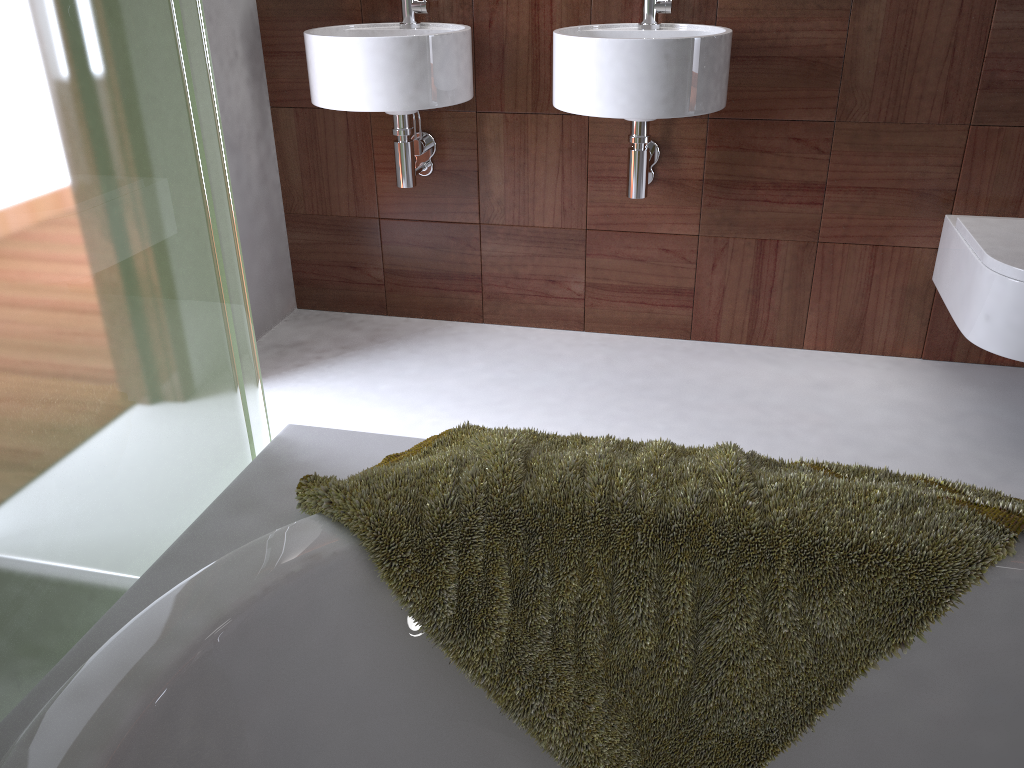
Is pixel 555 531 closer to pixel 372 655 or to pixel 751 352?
pixel 372 655

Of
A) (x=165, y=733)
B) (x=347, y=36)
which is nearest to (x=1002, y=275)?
(x=347, y=36)

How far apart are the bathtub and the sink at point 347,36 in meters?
1.4

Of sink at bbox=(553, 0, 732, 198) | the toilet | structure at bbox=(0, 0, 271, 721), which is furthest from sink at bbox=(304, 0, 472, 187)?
the toilet

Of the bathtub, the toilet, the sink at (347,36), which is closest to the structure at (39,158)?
the bathtub

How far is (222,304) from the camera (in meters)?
1.09

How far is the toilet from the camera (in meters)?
1.87

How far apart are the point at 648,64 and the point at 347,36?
0.7 meters

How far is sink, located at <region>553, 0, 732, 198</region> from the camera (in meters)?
1.91

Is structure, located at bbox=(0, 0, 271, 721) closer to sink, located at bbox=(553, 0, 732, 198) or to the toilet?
sink, located at bbox=(553, 0, 732, 198)
